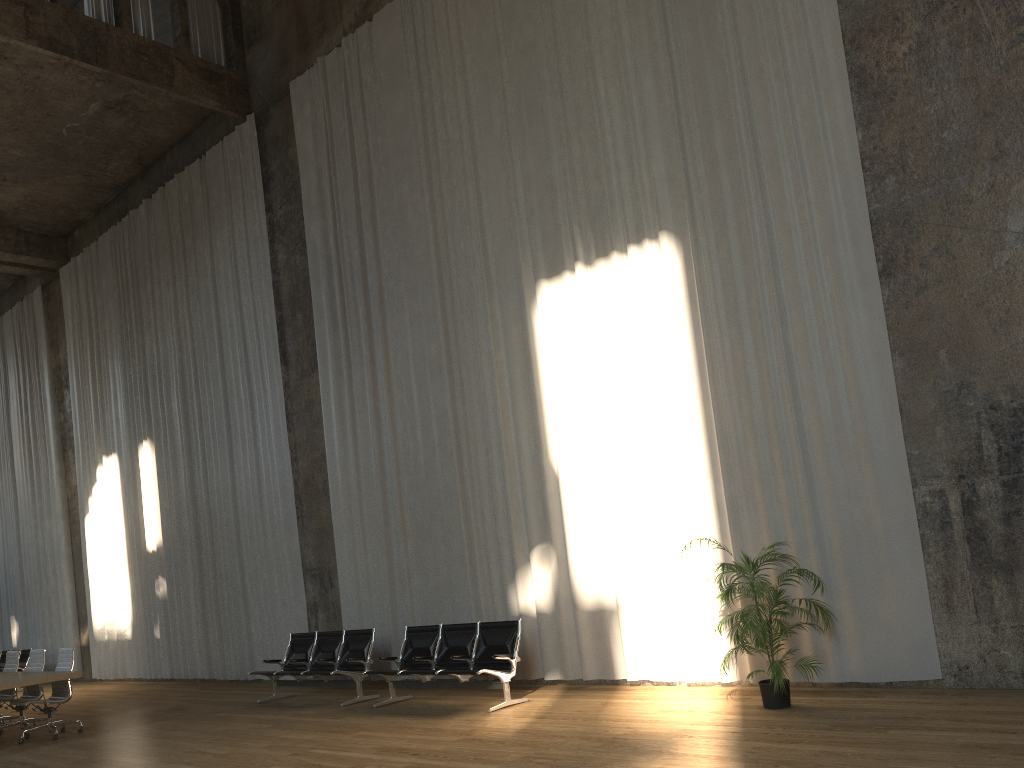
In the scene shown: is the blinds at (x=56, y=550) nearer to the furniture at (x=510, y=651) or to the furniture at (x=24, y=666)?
the furniture at (x=24, y=666)

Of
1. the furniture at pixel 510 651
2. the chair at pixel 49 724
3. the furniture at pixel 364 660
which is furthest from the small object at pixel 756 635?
the chair at pixel 49 724

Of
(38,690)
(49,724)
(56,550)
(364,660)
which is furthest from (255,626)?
(56,550)

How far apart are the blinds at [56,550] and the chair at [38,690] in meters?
8.0 m

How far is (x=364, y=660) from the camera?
10.23m

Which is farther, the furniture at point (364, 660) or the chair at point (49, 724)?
the furniture at point (364, 660)

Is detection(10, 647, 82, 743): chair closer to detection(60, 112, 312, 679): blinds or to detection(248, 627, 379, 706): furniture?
detection(248, 627, 379, 706): furniture

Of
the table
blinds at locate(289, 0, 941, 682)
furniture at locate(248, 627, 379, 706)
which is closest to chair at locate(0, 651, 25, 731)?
the table

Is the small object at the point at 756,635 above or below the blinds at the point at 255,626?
below

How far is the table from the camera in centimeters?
931cm
